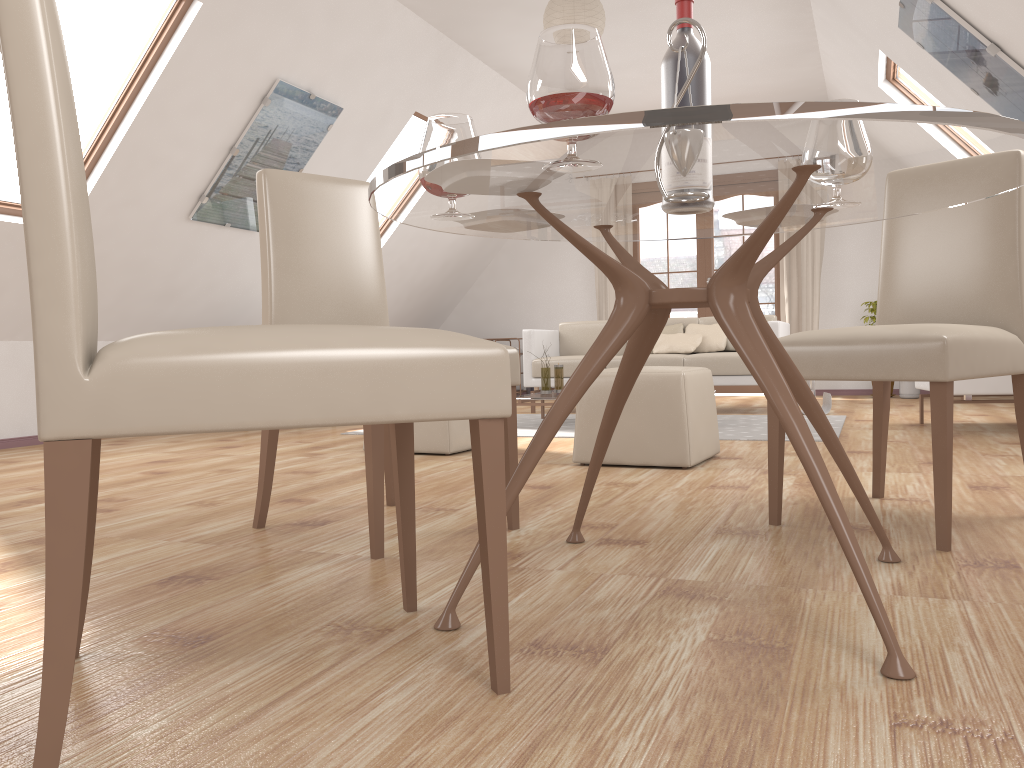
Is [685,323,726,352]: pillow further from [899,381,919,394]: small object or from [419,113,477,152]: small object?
[419,113,477,152]: small object

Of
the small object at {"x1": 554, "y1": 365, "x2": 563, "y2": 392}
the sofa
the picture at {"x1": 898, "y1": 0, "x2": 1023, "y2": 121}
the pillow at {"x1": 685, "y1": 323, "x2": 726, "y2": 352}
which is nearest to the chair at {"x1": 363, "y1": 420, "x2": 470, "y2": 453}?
the small object at {"x1": 554, "y1": 365, "x2": 563, "y2": 392}

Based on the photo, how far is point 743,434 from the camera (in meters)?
4.66

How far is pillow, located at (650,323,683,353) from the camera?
6.80m

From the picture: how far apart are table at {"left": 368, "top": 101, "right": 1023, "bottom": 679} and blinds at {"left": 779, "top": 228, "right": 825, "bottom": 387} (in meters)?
6.21

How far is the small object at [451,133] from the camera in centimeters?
177cm

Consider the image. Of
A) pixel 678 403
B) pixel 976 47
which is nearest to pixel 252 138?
pixel 678 403

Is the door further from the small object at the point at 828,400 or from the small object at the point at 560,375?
the small object at the point at 560,375

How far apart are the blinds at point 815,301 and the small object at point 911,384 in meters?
1.0

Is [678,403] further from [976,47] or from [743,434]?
[976,47]
